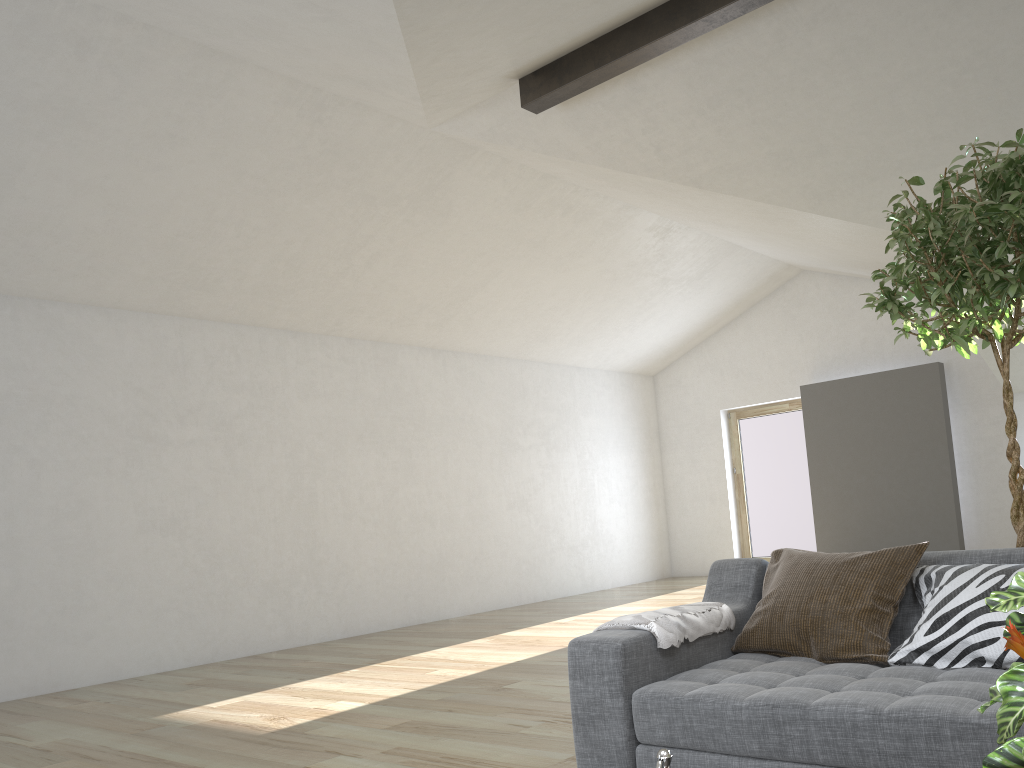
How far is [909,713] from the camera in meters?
1.9

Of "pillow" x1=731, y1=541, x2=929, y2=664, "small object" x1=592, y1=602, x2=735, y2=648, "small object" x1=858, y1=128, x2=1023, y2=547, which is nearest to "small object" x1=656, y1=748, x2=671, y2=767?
"small object" x1=592, y1=602, x2=735, y2=648

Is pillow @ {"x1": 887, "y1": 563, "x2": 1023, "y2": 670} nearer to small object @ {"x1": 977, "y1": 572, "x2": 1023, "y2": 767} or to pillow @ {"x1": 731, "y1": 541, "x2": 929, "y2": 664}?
pillow @ {"x1": 731, "y1": 541, "x2": 929, "y2": 664}

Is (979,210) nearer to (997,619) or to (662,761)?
(997,619)

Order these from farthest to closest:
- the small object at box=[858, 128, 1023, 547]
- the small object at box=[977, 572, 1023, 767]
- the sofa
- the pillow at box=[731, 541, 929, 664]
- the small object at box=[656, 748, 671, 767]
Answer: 1. the small object at box=[858, 128, 1023, 547]
2. the pillow at box=[731, 541, 929, 664]
3. the sofa
4. the small object at box=[656, 748, 671, 767]
5. the small object at box=[977, 572, 1023, 767]

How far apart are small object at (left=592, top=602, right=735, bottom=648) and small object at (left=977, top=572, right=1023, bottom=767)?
1.4m

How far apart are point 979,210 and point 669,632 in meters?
1.6 m

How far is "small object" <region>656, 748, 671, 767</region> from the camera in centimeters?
114cm

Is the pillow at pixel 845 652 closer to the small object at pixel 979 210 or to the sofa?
the sofa

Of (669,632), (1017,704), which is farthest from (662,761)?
(669,632)
